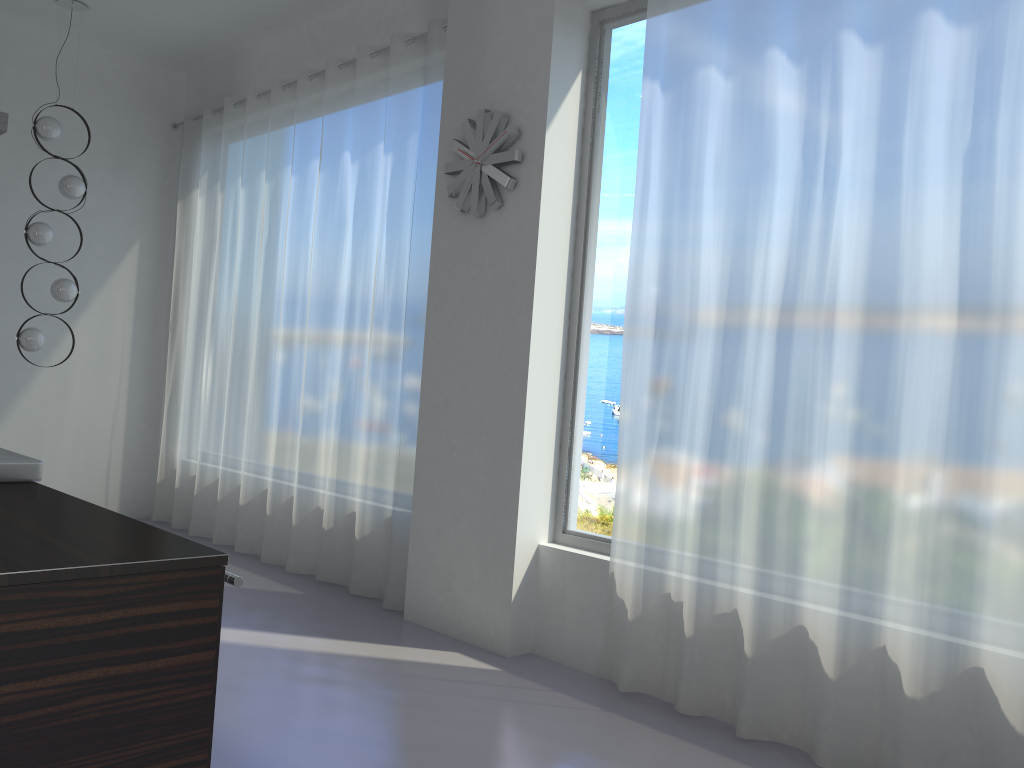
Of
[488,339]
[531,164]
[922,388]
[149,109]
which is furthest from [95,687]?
[149,109]

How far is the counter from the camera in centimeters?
146cm

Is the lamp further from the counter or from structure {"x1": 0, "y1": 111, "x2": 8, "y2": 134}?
→ the counter

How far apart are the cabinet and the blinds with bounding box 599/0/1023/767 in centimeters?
206cm

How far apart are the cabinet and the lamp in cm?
470

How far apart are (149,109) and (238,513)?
3.2 meters

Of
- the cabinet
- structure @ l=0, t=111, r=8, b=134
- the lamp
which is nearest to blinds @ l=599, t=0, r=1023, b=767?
the cabinet

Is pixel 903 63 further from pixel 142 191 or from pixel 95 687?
pixel 142 191

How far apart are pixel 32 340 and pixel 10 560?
4.75m

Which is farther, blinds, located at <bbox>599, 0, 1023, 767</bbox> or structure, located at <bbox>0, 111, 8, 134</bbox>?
structure, located at <bbox>0, 111, 8, 134</bbox>
